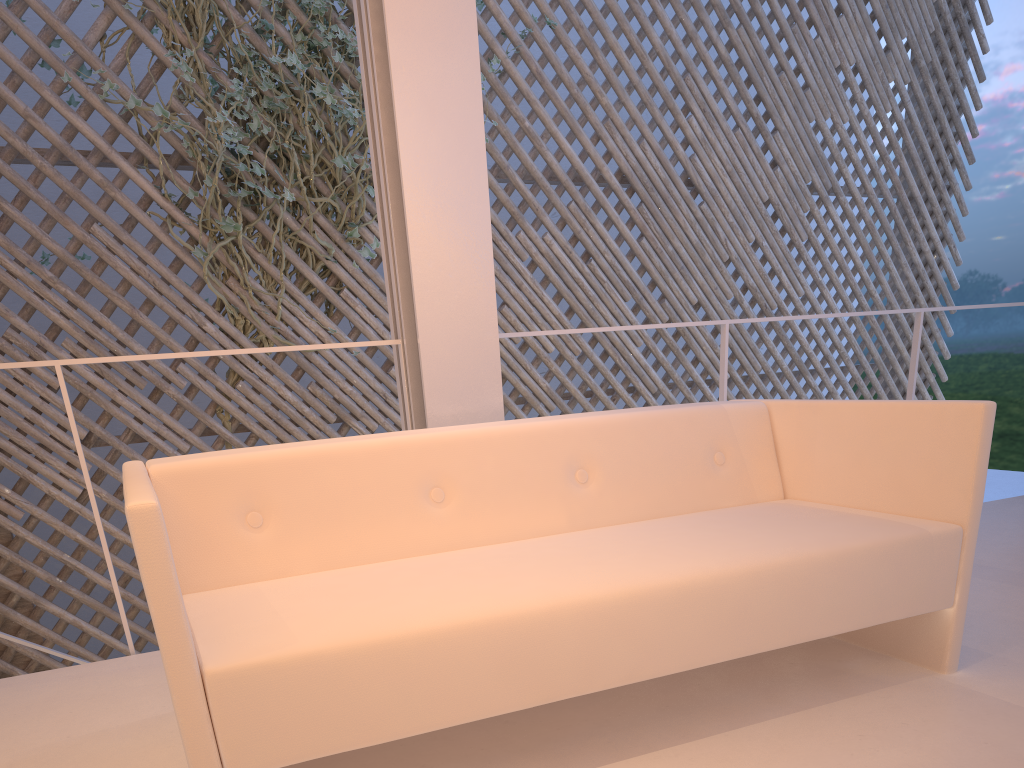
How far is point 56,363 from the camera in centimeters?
138cm

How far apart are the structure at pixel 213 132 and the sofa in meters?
1.8 m

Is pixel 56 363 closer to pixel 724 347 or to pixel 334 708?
pixel 334 708

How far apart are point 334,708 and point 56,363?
0.9 meters

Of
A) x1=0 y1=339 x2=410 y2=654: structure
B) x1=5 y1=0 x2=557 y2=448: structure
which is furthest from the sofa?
x1=5 y1=0 x2=557 y2=448: structure

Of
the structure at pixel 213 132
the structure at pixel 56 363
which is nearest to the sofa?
the structure at pixel 56 363

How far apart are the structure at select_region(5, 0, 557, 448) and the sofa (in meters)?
1.76

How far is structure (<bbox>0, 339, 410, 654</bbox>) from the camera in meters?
1.4 m

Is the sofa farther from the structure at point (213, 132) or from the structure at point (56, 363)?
the structure at point (213, 132)

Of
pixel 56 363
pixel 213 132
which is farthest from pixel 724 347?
pixel 213 132
